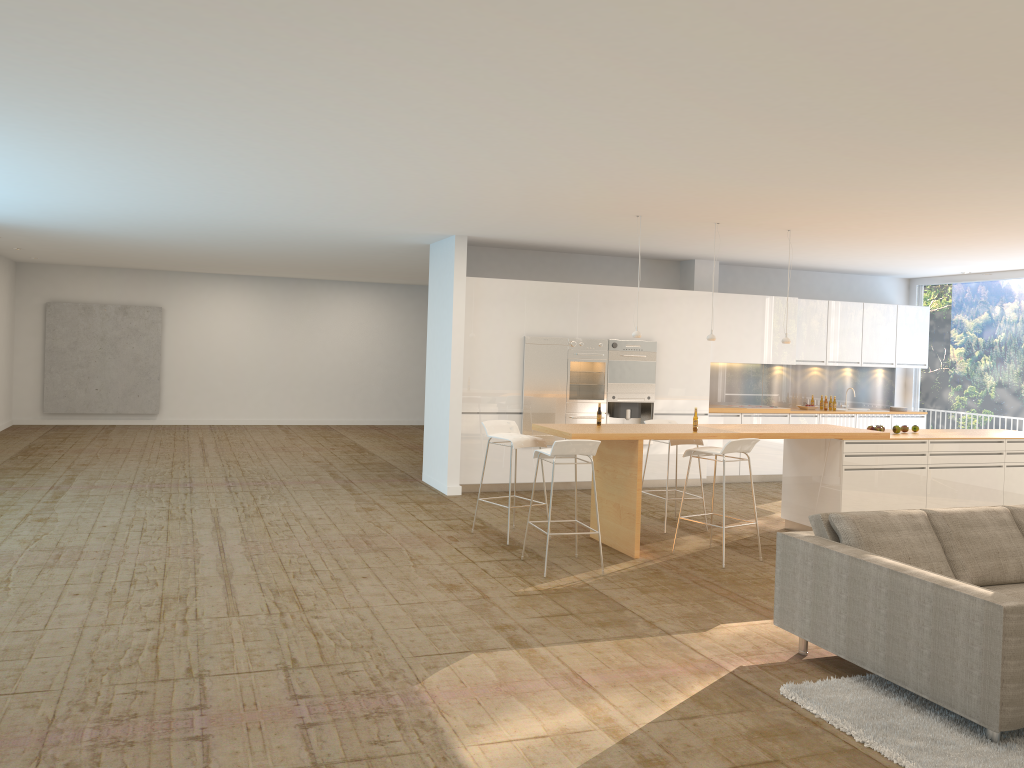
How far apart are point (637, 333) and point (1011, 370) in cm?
682

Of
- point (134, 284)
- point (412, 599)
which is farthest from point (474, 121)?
point (134, 284)

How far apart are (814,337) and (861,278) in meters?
1.8

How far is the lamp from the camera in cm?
827

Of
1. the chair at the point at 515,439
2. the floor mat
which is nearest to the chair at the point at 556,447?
the chair at the point at 515,439

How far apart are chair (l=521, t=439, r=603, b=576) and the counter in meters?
0.3

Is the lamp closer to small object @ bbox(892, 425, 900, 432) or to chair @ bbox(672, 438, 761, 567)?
chair @ bbox(672, 438, 761, 567)

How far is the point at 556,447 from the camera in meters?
6.8 m

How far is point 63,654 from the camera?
4.8 meters

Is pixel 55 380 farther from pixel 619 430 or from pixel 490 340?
pixel 619 430
